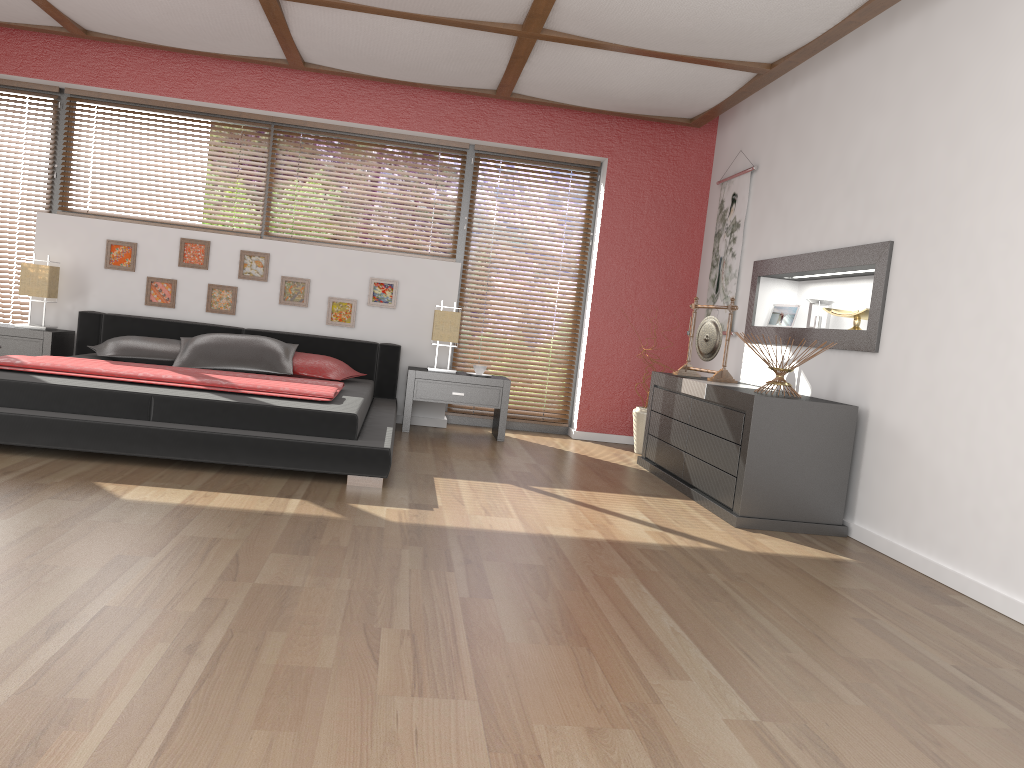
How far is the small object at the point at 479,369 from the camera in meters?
6.1 m

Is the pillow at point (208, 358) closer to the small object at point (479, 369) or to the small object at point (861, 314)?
the small object at point (479, 369)

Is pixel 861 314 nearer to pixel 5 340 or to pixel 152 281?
pixel 152 281

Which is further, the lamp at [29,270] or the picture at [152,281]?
the picture at [152,281]

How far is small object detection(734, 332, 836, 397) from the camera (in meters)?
4.28

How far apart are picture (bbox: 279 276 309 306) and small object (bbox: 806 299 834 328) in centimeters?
342cm

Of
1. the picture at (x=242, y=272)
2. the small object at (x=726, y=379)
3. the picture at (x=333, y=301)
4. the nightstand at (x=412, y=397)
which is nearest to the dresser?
the small object at (x=726, y=379)

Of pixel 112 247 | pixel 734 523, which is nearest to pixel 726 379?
pixel 734 523

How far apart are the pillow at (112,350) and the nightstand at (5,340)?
0.4m

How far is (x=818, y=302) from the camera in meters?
4.9 m
